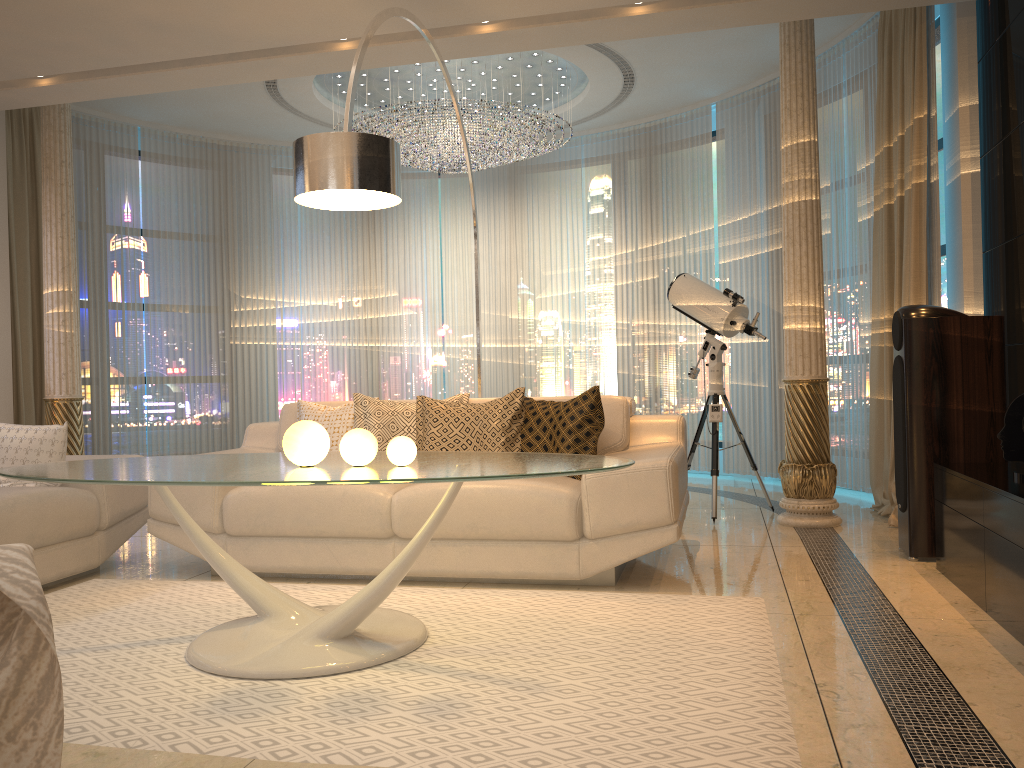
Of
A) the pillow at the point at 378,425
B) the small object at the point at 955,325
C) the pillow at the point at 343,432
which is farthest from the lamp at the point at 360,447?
the small object at the point at 955,325

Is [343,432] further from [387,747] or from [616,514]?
[387,747]

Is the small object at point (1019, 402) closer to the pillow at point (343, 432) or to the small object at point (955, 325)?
the small object at point (955, 325)

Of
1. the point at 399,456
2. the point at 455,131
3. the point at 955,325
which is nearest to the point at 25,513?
the point at 399,456

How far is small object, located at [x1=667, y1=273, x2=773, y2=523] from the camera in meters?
5.1

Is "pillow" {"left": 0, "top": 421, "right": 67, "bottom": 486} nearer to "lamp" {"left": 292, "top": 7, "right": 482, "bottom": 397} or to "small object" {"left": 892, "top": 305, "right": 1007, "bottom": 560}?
"lamp" {"left": 292, "top": 7, "right": 482, "bottom": 397}

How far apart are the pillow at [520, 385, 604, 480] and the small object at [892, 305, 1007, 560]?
1.3 meters

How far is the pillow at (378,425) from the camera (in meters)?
Result: 4.18

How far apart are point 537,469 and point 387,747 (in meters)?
0.83

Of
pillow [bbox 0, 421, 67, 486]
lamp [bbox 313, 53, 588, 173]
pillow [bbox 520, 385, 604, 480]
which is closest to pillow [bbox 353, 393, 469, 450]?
pillow [bbox 520, 385, 604, 480]
